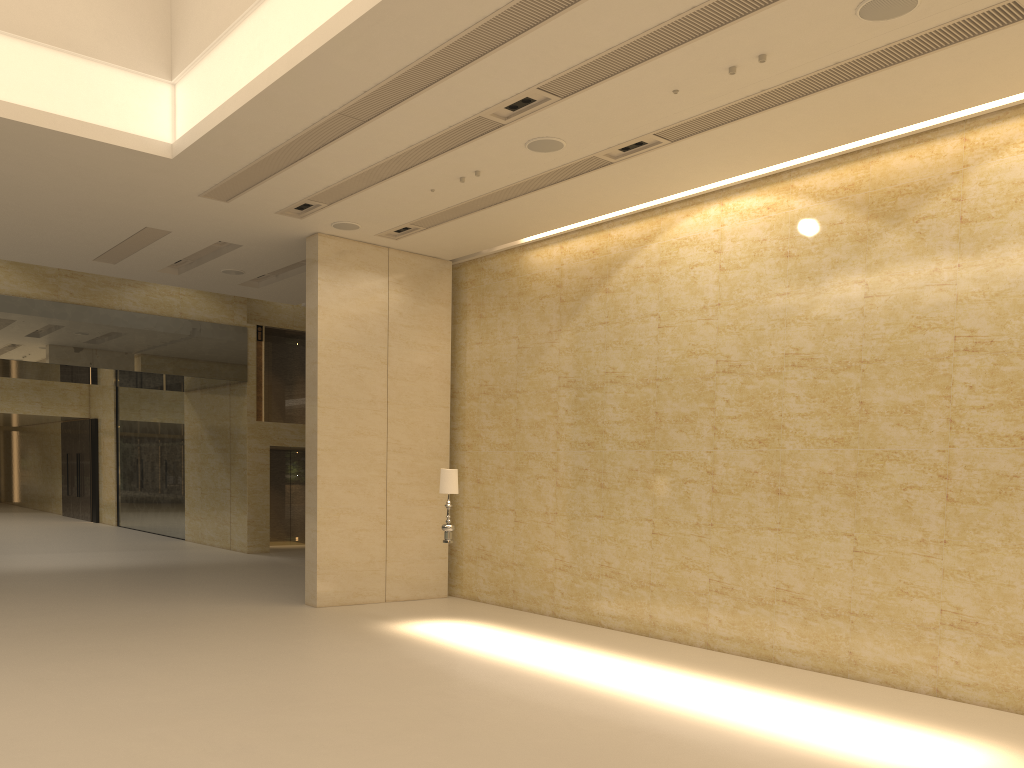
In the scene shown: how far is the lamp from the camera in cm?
1186

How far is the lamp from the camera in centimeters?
1186cm

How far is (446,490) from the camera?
11.9m
